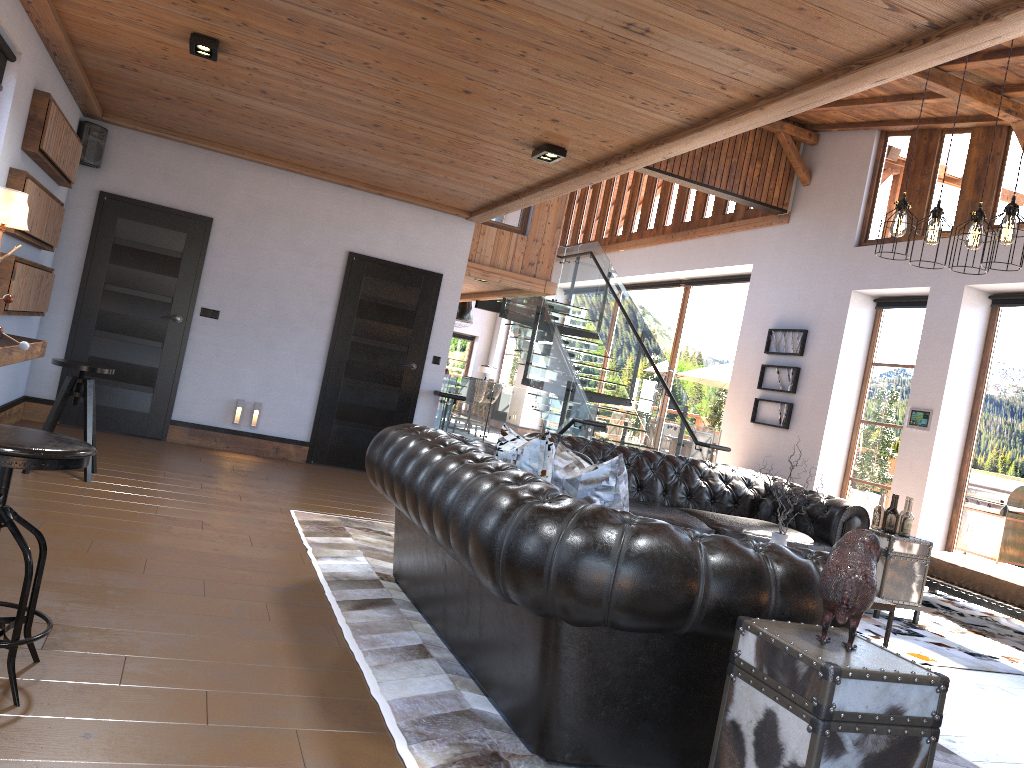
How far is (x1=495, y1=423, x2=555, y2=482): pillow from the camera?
3.7m

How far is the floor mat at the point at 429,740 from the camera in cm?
272

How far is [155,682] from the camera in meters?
2.8

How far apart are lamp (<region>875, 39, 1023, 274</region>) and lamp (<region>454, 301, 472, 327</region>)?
13.3m

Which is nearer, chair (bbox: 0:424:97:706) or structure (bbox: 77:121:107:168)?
chair (bbox: 0:424:97:706)

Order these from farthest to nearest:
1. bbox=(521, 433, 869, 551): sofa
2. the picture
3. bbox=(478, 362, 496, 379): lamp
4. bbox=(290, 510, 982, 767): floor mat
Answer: bbox=(478, 362, 496, 379): lamp
the picture
bbox=(521, 433, 869, 551): sofa
bbox=(290, 510, 982, 767): floor mat

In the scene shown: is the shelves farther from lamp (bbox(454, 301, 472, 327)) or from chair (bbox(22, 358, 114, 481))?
lamp (bbox(454, 301, 472, 327))

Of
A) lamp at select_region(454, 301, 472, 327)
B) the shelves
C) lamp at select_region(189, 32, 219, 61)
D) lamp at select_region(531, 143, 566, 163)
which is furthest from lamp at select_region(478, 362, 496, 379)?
lamp at select_region(189, 32, 219, 61)

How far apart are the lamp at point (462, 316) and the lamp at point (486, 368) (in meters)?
4.75

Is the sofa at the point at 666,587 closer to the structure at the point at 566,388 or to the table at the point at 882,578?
the table at the point at 882,578
